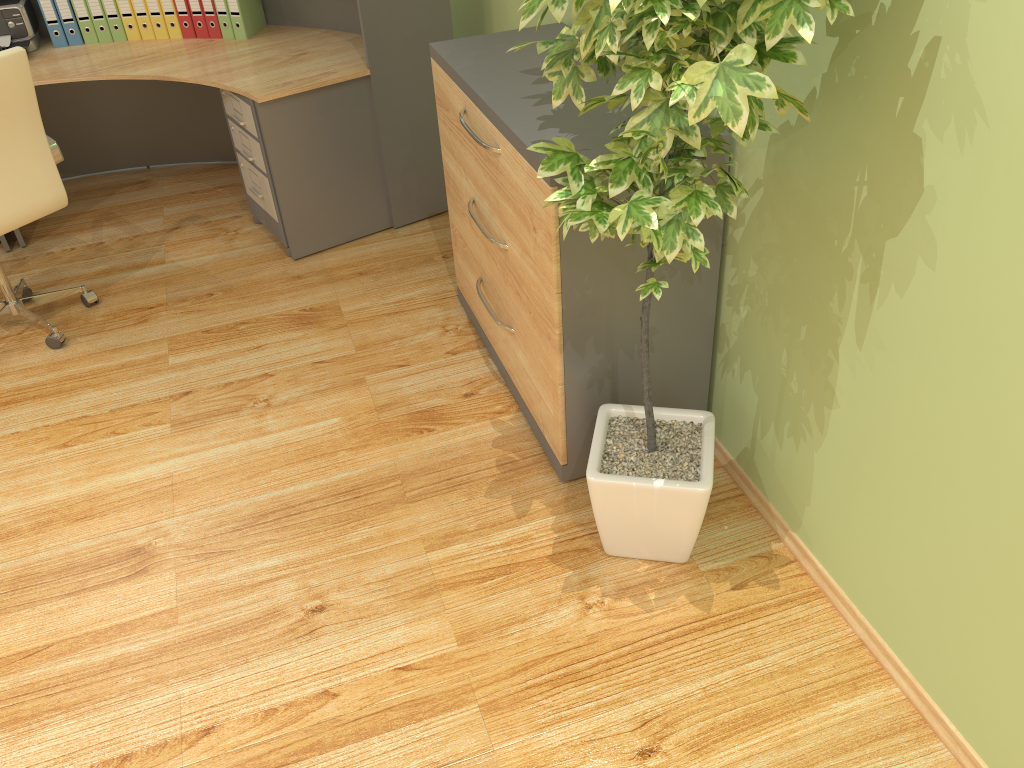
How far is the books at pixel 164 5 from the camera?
4.0 meters

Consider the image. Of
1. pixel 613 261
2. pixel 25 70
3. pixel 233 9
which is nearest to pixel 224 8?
pixel 233 9

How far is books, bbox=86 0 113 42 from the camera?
4.0m

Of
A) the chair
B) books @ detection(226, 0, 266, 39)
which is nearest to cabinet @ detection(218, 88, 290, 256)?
books @ detection(226, 0, 266, 39)

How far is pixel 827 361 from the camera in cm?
198

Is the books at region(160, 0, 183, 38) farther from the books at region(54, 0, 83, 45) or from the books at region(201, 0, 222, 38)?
the books at region(54, 0, 83, 45)

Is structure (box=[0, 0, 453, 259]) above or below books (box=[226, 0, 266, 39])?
below

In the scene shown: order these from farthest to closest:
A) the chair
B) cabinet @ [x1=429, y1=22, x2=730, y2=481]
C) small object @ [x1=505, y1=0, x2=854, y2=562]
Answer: the chair
cabinet @ [x1=429, y1=22, x2=730, y2=481]
small object @ [x1=505, y1=0, x2=854, y2=562]

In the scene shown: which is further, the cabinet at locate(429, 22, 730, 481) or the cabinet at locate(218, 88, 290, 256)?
the cabinet at locate(218, 88, 290, 256)

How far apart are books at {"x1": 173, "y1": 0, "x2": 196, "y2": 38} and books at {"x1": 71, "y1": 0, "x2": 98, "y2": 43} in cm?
43
